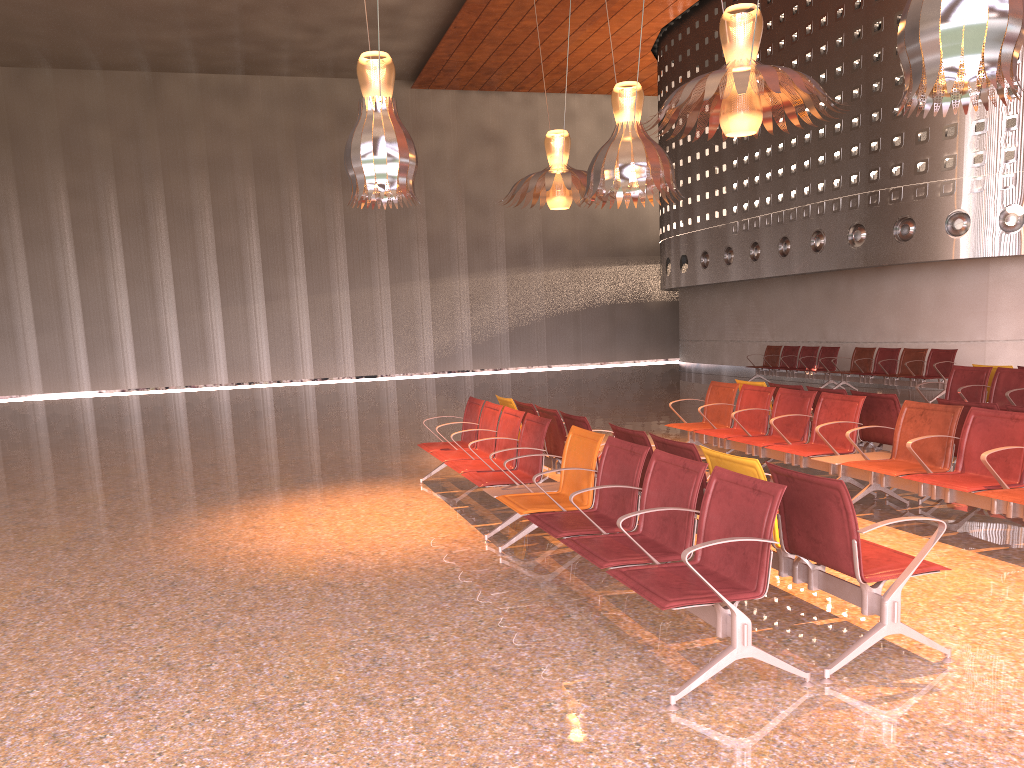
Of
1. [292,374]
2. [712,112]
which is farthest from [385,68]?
[292,374]
